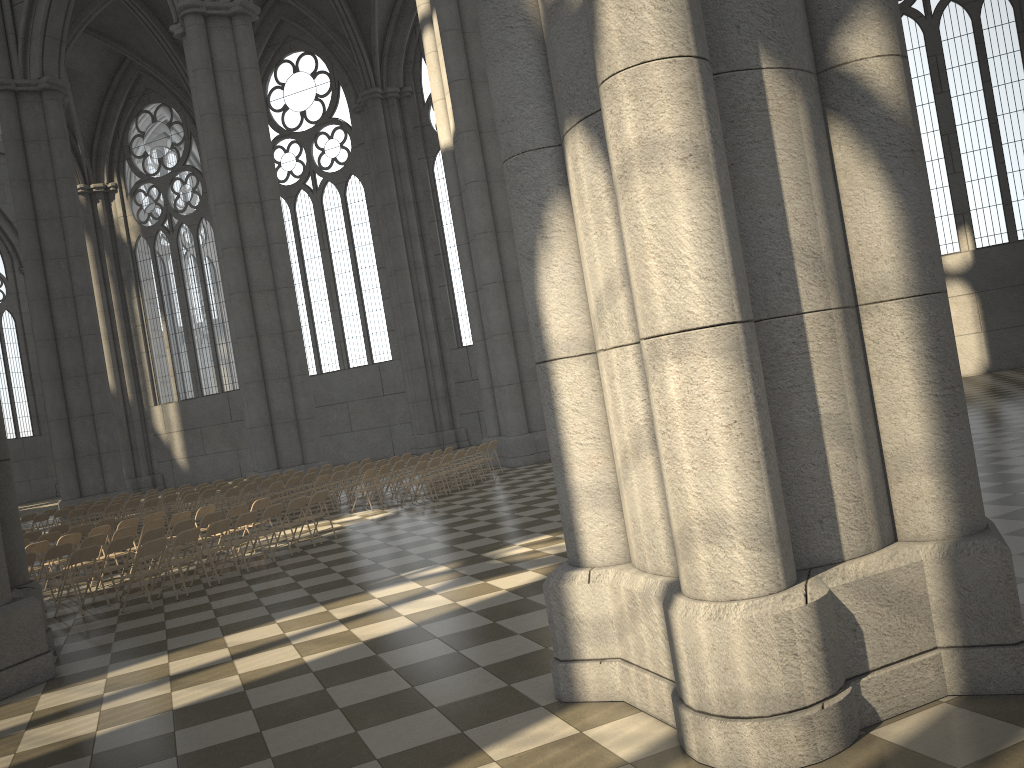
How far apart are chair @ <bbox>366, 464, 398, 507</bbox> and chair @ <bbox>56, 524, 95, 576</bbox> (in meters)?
5.52

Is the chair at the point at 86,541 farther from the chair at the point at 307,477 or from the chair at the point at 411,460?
the chair at the point at 411,460

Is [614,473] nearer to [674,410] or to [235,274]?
[674,410]

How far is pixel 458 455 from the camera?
18.73m

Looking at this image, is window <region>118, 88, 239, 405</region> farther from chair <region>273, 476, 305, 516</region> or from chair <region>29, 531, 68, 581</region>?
chair <region>29, 531, 68, 581</region>

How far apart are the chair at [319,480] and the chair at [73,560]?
6.7 meters

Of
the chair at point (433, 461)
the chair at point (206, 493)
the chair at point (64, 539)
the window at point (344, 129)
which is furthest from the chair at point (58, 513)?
the window at point (344, 129)

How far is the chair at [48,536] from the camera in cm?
1470

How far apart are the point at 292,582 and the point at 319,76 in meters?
29.9

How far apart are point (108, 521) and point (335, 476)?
4.45m
